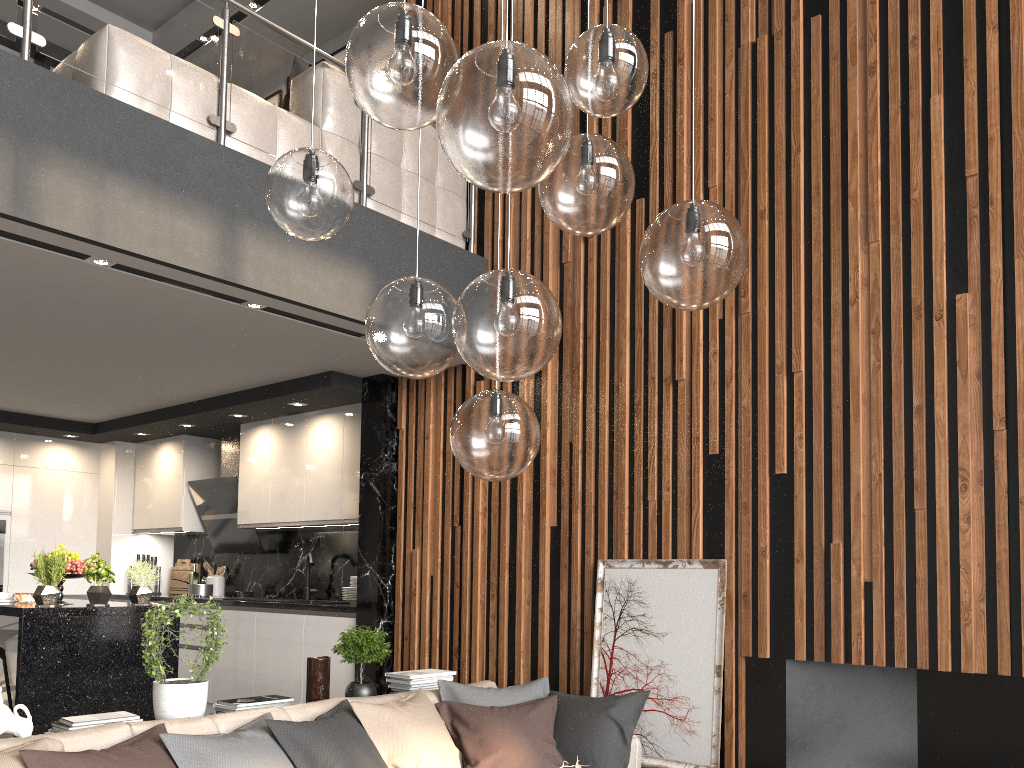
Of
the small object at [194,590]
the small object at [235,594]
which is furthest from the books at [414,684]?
the small object at [194,590]

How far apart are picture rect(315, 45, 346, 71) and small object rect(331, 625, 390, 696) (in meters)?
5.16

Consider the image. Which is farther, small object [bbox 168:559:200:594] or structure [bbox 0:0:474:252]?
small object [bbox 168:559:200:594]

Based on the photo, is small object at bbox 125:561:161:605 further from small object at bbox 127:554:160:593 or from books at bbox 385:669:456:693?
small object at bbox 127:554:160:593

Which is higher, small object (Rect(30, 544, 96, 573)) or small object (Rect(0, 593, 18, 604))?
small object (Rect(30, 544, 96, 573))

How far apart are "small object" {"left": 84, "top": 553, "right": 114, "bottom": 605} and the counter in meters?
1.3

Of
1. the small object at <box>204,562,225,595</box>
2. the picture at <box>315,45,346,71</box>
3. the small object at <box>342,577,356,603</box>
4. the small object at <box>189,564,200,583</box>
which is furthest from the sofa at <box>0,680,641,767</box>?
the picture at <box>315,45,346,71</box>

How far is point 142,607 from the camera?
5.1 meters

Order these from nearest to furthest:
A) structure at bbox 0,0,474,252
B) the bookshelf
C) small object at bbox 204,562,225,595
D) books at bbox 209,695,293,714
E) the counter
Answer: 1. books at bbox 209,695,293,714
2. structure at bbox 0,0,474,252
3. the counter
4. small object at bbox 204,562,225,595
5. the bookshelf

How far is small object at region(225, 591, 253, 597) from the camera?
6.94m
